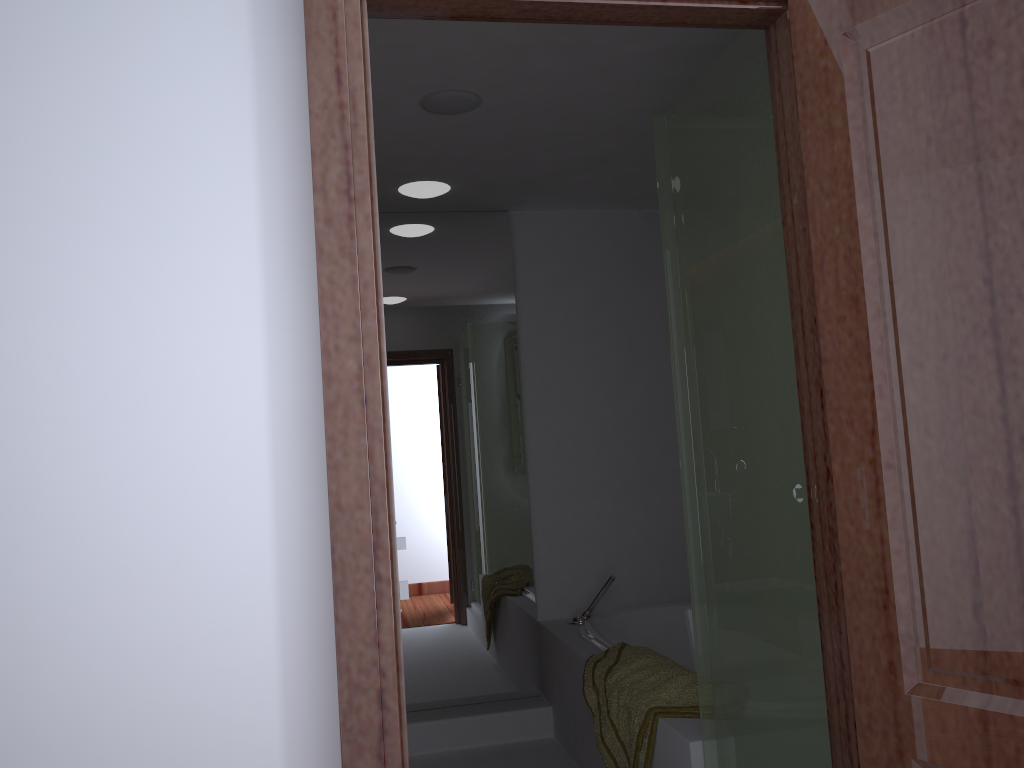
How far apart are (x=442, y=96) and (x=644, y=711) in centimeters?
192cm

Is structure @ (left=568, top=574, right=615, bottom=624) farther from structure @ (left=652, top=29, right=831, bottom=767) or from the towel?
structure @ (left=652, top=29, right=831, bottom=767)

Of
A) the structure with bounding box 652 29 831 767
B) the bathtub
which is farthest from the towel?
the structure with bounding box 652 29 831 767

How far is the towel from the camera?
2.5 meters

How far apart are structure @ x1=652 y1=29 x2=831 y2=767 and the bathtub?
1.04m

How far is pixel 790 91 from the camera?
1.46m

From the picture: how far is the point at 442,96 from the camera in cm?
273

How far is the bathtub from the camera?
3.5 meters

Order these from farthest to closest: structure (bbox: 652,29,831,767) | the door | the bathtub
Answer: the bathtub
structure (bbox: 652,29,831,767)
the door

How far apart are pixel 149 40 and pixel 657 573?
3.35m
